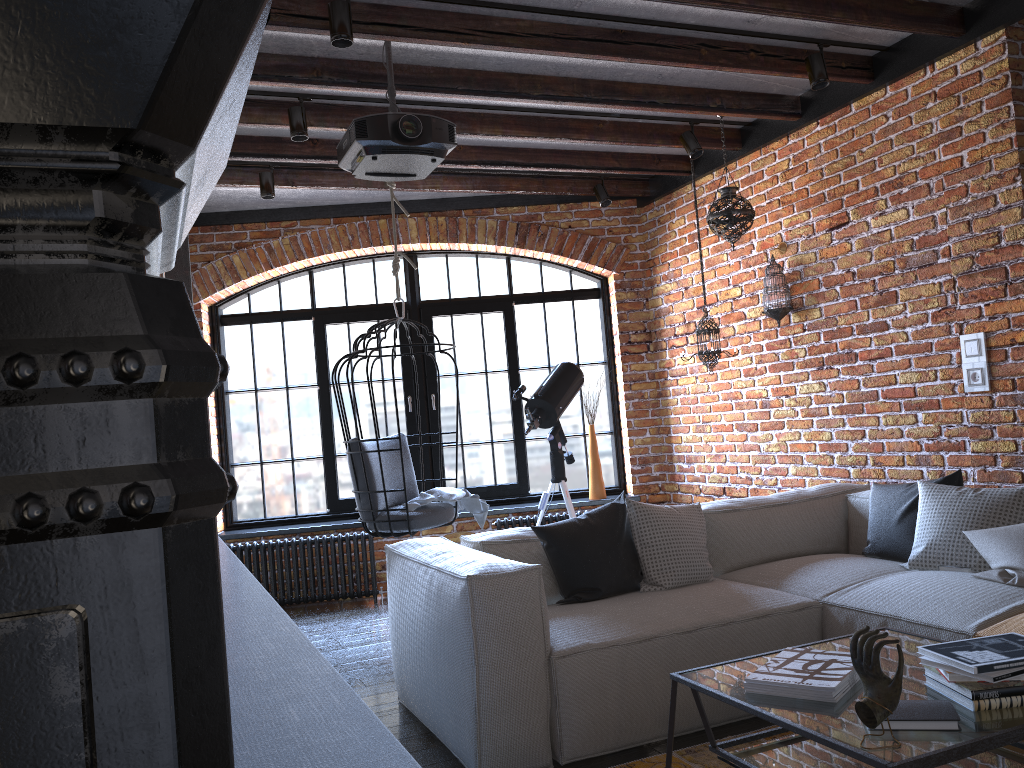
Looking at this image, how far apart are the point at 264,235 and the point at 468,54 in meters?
2.8 m

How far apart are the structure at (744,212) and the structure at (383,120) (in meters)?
1.85

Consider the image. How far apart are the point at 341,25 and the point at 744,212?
2.49m

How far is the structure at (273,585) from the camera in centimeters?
580cm

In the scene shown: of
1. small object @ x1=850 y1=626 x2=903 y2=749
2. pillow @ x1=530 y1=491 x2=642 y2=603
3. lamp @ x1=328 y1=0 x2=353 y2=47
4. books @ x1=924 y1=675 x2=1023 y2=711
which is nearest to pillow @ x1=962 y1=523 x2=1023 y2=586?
books @ x1=924 y1=675 x2=1023 y2=711

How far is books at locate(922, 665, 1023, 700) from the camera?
1.9m

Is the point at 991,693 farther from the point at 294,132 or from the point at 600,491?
the point at 600,491

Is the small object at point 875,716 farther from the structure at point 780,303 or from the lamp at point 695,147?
the lamp at point 695,147

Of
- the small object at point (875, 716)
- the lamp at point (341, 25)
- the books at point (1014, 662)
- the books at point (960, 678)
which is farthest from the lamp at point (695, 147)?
the small object at point (875, 716)

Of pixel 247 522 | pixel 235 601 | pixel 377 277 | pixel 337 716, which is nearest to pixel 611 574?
pixel 235 601
